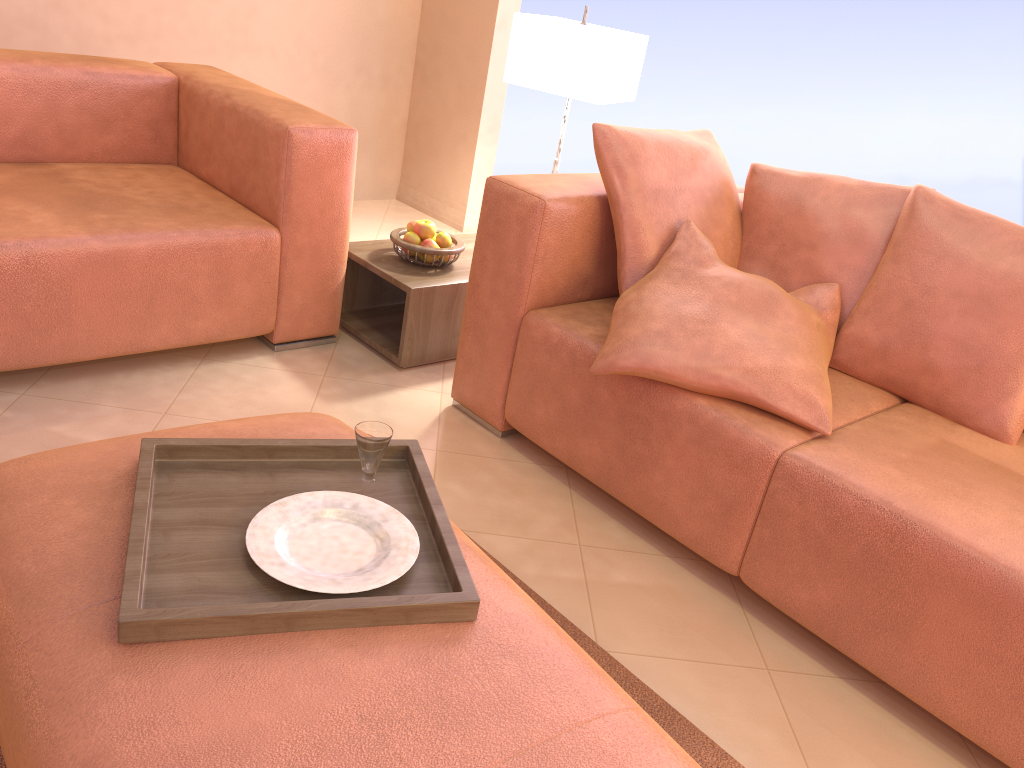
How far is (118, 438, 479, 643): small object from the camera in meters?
1.1

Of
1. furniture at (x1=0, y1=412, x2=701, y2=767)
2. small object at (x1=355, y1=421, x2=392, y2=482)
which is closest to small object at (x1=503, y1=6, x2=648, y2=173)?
furniture at (x1=0, y1=412, x2=701, y2=767)

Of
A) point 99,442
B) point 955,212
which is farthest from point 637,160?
point 99,442

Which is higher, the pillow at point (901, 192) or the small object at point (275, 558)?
the pillow at point (901, 192)

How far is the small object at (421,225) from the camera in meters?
2.7

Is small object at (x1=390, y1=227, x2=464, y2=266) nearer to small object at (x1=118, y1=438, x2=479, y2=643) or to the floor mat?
the floor mat

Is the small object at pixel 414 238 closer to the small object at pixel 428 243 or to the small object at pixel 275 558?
the small object at pixel 428 243

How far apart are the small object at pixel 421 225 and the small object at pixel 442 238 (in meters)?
0.02

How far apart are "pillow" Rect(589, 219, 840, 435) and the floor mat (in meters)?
0.47

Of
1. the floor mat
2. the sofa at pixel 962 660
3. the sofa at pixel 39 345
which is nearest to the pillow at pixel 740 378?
the sofa at pixel 962 660
